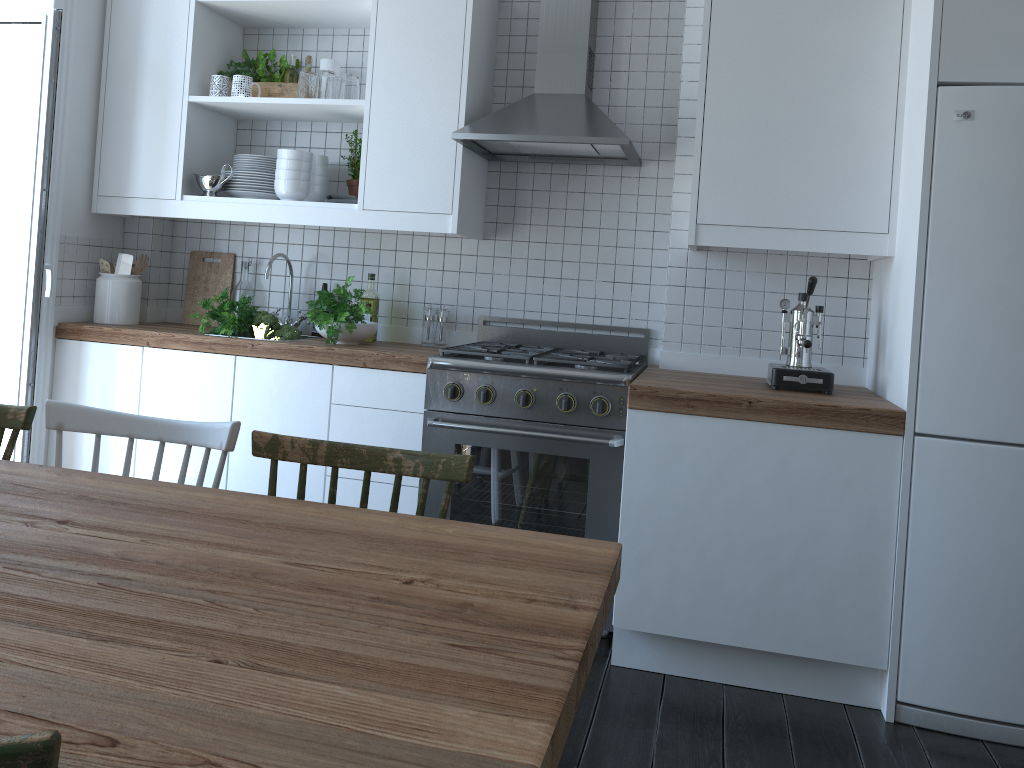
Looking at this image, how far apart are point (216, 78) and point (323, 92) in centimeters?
49cm

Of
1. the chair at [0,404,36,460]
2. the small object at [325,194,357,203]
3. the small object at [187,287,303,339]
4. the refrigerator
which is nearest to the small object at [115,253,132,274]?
the small object at [187,287,303,339]

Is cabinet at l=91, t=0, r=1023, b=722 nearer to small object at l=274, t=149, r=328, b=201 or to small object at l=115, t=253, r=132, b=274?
small object at l=274, t=149, r=328, b=201

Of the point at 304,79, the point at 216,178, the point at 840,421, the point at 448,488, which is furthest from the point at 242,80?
the point at 840,421

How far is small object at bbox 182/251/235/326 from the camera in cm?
387

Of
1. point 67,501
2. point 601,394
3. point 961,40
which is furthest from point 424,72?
point 67,501

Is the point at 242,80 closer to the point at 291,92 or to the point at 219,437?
the point at 291,92

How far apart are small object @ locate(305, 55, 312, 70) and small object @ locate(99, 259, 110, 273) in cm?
115

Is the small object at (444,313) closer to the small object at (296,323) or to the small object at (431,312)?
the small object at (431,312)

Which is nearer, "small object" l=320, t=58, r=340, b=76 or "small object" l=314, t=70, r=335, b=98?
"small object" l=314, t=70, r=335, b=98
